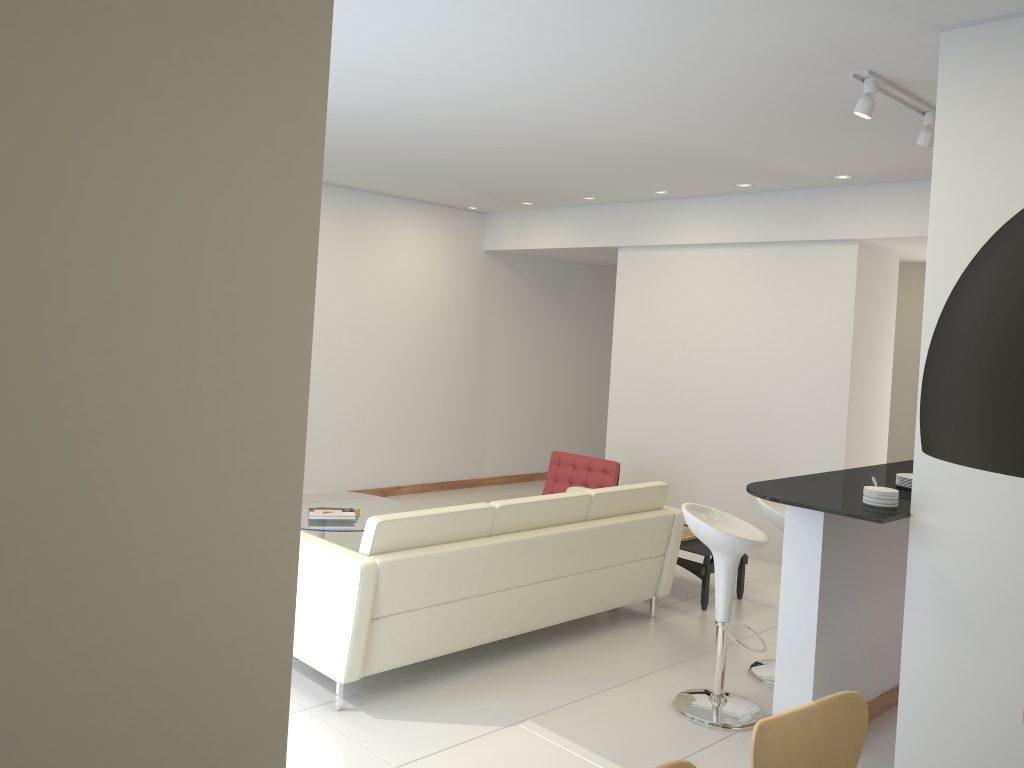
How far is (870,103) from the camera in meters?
4.2 m

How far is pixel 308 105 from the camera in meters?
2.0

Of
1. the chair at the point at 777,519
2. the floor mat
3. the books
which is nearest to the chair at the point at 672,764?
the chair at the point at 777,519

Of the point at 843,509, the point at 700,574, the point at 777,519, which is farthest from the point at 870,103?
the point at 700,574

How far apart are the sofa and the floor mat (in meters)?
2.01

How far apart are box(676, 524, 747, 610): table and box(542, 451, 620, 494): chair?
1.1m

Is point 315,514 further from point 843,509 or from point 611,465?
point 843,509

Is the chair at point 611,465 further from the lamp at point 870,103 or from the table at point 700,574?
the lamp at point 870,103

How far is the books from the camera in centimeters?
636cm

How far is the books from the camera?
6.4m
